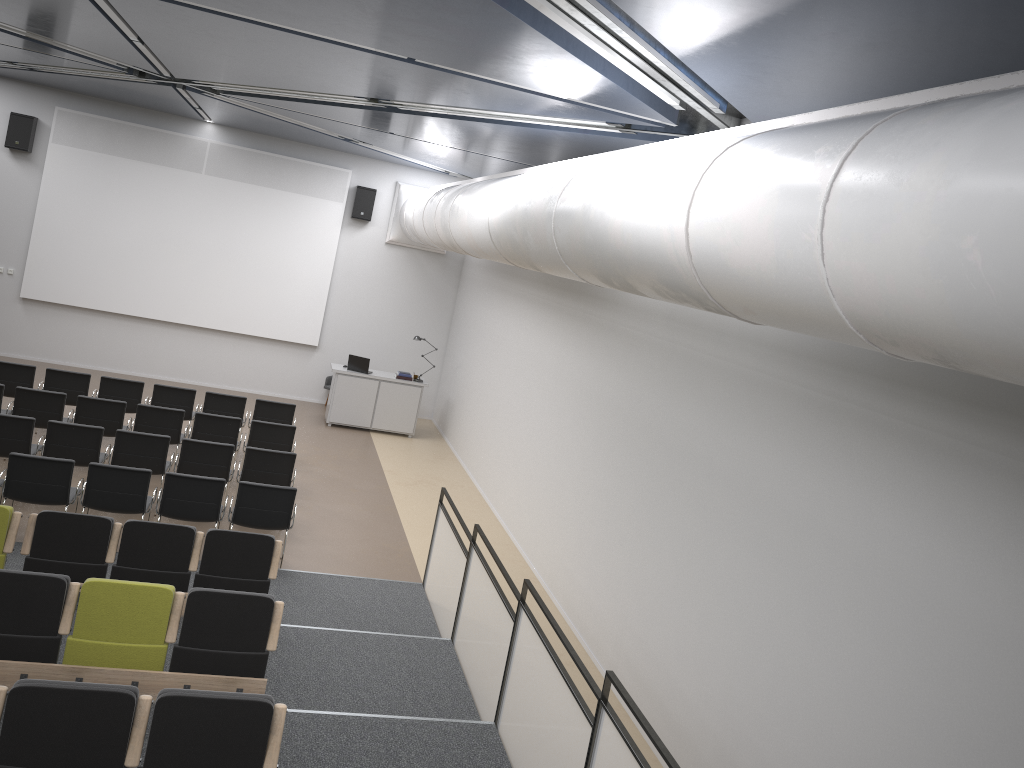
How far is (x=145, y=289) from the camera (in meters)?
15.99

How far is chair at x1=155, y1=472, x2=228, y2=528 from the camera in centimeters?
844cm

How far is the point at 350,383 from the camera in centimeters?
1545cm

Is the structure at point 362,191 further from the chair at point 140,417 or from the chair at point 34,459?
the chair at point 34,459

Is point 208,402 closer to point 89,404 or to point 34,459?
point 89,404

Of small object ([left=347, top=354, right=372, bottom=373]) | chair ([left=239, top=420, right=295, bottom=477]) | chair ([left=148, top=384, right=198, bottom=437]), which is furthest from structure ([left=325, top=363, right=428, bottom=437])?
chair ([left=239, top=420, right=295, bottom=477])

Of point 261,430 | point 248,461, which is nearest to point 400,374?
point 261,430

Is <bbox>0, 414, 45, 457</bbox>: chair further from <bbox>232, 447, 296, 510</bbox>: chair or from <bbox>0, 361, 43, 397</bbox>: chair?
<bbox>0, 361, 43, 397</bbox>: chair

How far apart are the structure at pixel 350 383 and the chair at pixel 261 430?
4.2m

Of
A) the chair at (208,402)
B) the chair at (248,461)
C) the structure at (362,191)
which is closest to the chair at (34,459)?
the chair at (248,461)
